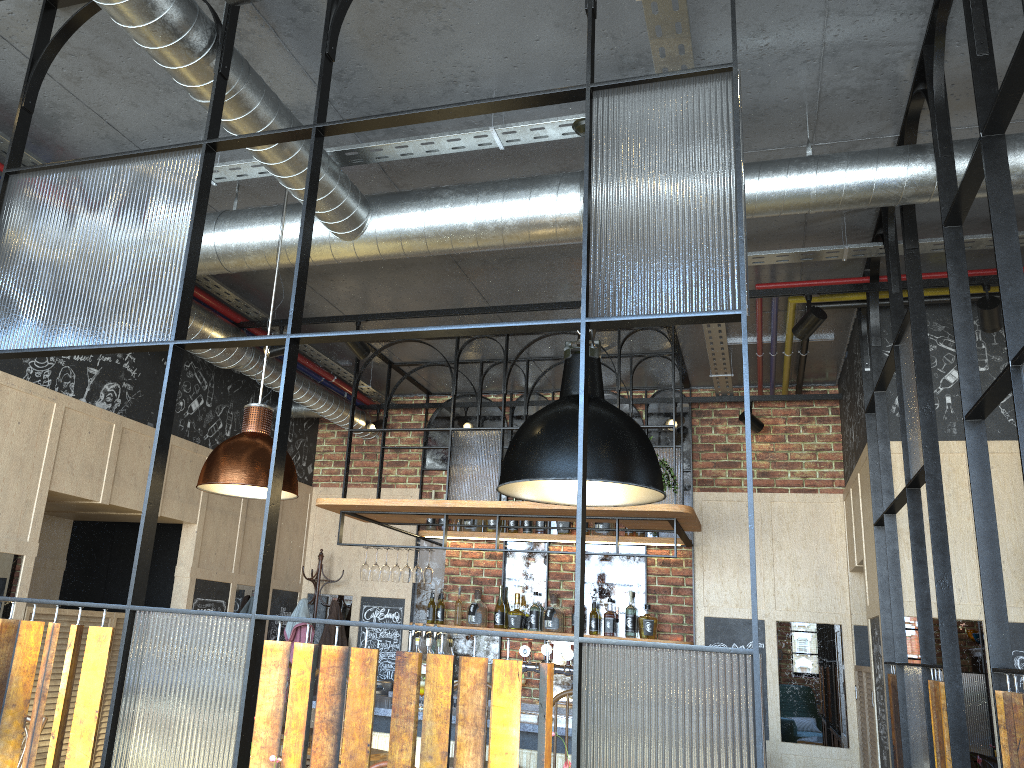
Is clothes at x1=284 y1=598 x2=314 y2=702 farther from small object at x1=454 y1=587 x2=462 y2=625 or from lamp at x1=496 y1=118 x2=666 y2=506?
lamp at x1=496 y1=118 x2=666 y2=506

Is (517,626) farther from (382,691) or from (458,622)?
(382,691)

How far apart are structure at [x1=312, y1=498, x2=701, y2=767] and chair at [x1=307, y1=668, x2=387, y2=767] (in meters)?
0.18

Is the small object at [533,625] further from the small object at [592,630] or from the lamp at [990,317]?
the lamp at [990,317]

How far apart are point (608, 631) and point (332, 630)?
2.1m

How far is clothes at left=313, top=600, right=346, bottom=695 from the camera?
6.77m

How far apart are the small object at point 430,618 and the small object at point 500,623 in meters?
0.5

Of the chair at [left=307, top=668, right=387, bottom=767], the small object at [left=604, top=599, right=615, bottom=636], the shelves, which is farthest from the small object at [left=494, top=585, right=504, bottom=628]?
the chair at [left=307, top=668, right=387, bottom=767]

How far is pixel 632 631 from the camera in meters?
6.4 m

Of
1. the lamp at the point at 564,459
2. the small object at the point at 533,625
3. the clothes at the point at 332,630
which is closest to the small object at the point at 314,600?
the clothes at the point at 332,630
